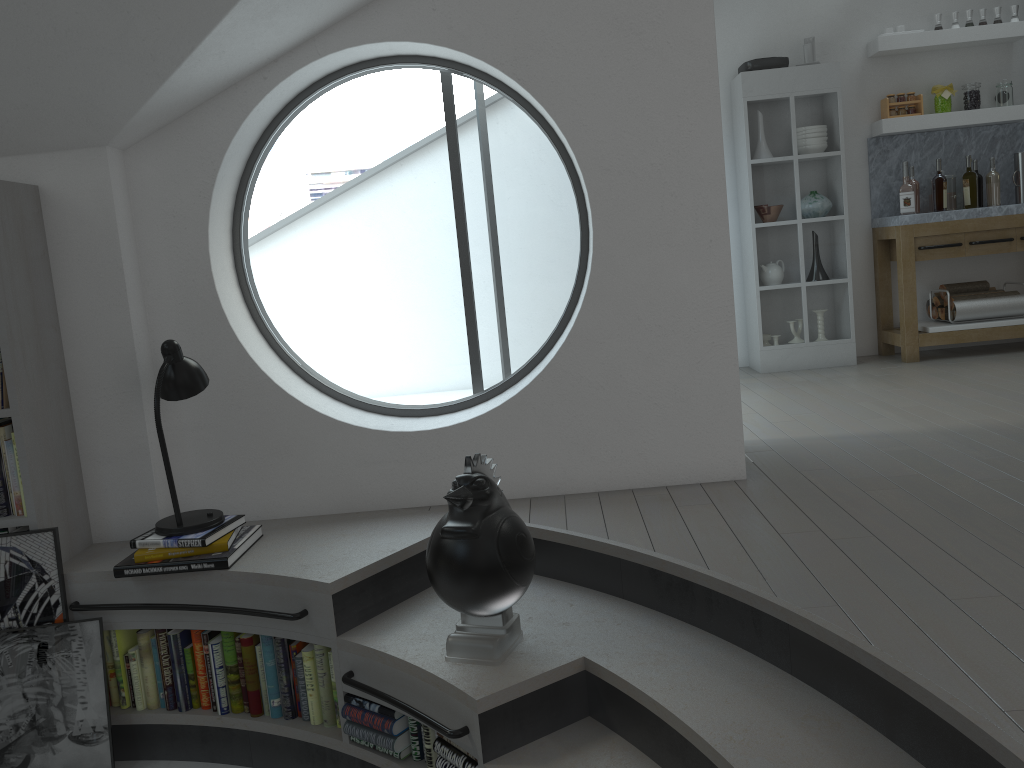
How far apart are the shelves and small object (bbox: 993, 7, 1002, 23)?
Result: 0.1m

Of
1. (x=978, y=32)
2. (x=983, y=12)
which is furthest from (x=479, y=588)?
(x=983, y=12)

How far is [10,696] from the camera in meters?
3.0

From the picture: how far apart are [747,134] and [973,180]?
1.5m

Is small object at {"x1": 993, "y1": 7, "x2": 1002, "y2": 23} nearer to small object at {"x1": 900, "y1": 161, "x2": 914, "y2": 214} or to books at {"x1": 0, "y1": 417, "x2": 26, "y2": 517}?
small object at {"x1": 900, "y1": 161, "x2": 914, "y2": 214}

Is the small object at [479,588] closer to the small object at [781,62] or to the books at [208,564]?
the books at [208,564]

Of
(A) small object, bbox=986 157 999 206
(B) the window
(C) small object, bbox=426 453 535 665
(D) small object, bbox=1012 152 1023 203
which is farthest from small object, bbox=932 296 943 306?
(C) small object, bbox=426 453 535 665

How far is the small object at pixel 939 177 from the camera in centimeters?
577cm

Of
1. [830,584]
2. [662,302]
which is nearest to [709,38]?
[662,302]

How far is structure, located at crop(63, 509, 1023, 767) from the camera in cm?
194
